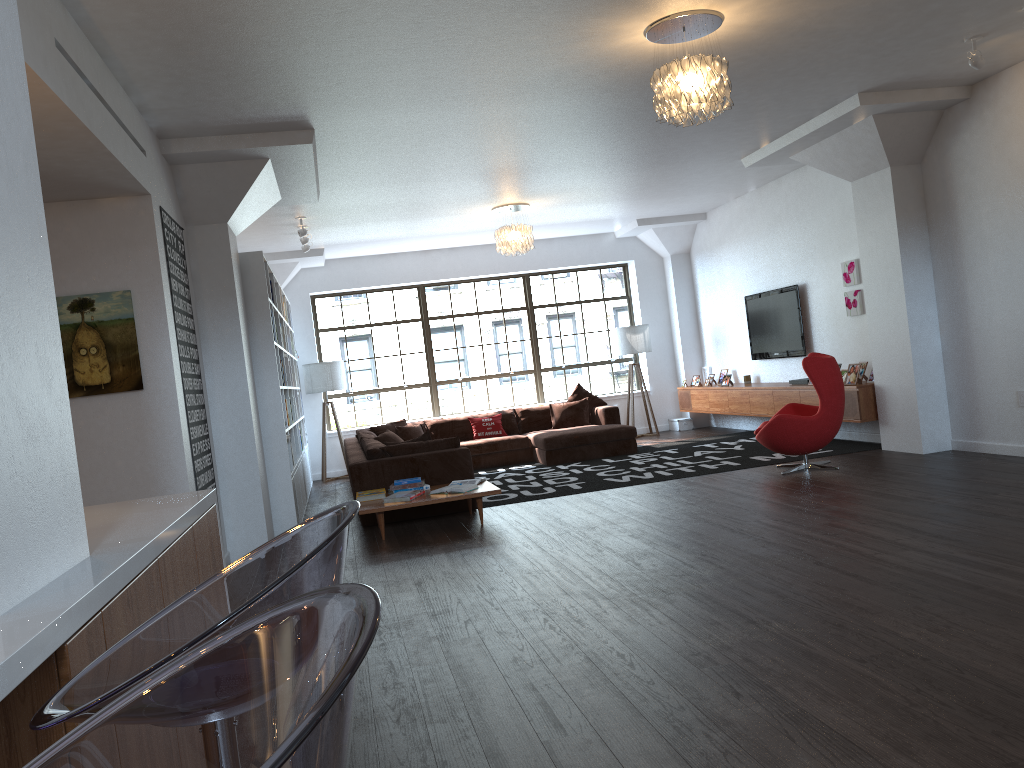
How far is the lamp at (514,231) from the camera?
9.8m

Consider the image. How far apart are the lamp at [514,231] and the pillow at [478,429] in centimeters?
245cm

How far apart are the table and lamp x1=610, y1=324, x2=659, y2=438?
5.5m

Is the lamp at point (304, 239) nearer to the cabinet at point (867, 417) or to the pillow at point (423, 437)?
the pillow at point (423, 437)

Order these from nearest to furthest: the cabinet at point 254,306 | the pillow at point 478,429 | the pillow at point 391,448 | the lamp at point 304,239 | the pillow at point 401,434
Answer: the cabinet at point 254,306 → the pillow at point 391,448 → the lamp at point 304,239 → the pillow at point 401,434 → the pillow at point 478,429

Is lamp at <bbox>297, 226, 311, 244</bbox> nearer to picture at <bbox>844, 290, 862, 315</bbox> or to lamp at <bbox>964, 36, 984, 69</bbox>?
picture at <bbox>844, 290, 862, 315</bbox>

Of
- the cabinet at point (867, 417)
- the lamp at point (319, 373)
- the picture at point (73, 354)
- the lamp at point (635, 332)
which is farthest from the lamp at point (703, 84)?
the lamp at point (319, 373)

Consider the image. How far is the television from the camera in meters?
10.1

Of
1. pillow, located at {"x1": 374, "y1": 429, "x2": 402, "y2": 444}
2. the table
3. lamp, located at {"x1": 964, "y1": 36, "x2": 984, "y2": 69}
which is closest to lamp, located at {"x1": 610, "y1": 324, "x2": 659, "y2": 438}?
pillow, located at {"x1": 374, "y1": 429, "x2": 402, "y2": 444}

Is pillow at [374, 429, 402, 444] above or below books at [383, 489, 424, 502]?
above
